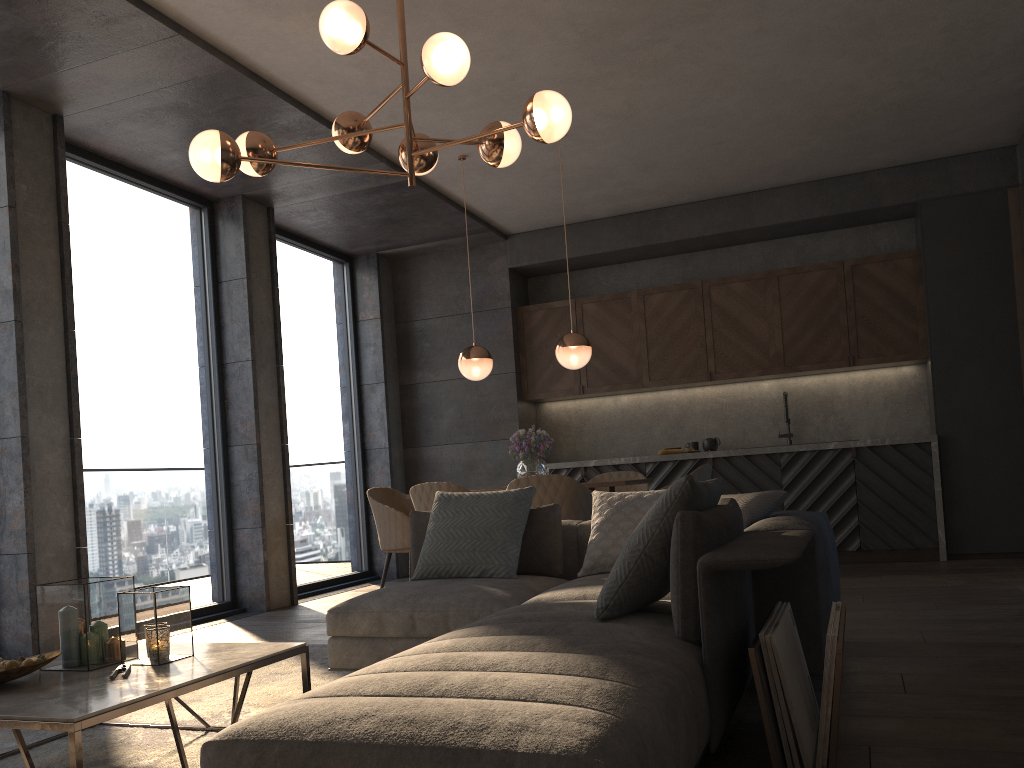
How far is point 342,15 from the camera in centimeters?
338cm

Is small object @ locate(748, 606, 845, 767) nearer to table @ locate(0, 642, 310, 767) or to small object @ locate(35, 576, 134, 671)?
table @ locate(0, 642, 310, 767)

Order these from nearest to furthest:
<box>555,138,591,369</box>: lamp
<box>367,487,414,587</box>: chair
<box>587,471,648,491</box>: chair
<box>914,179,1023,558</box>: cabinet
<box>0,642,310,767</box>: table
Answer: <box>0,642,310,767</box>: table < <box>555,138,591,369</box>: lamp < <box>367,487,414,587</box>: chair < <box>587,471,648,491</box>: chair < <box>914,179,1023,558</box>: cabinet

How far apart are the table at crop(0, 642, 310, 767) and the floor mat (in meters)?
0.04

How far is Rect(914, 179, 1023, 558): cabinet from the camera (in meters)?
6.54

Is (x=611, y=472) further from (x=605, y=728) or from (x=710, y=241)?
(x=605, y=728)

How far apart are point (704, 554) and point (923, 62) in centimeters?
419cm

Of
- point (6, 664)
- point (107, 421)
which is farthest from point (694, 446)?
point (6, 664)

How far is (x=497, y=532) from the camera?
3.9m

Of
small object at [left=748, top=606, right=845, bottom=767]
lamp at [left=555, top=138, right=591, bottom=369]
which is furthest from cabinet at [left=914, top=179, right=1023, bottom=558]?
small object at [left=748, top=606, right=845, bottom=767]
